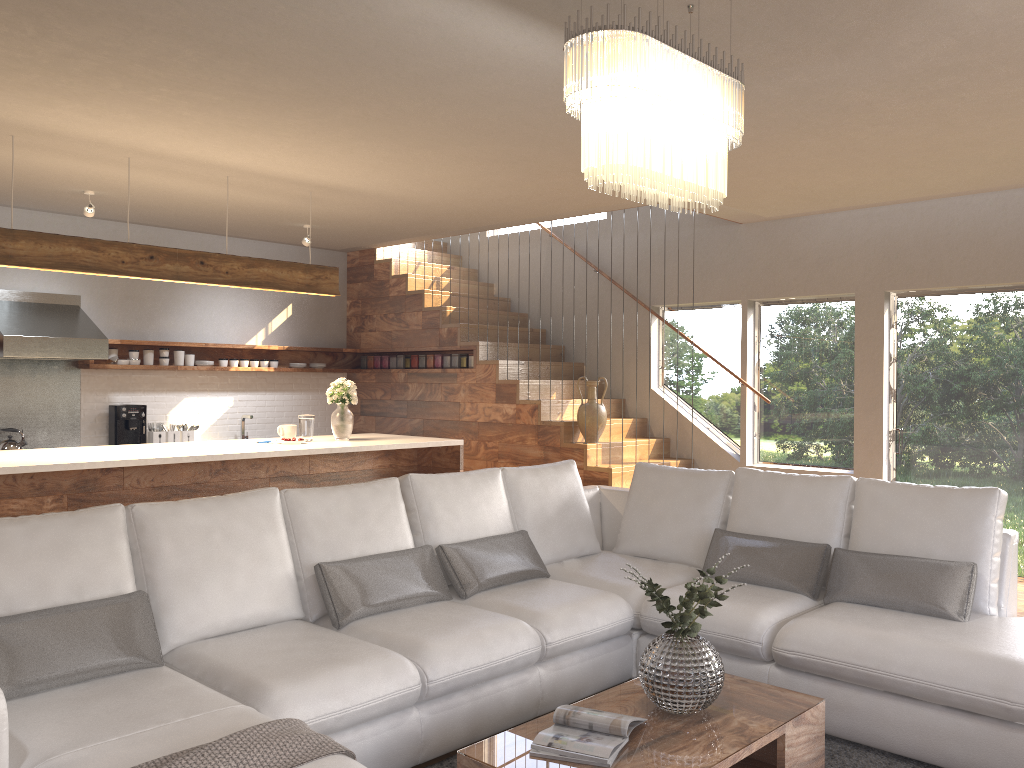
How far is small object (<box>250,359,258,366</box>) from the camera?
8.7 meters

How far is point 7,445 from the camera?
7.0 meters

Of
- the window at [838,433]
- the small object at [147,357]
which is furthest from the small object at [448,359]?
the small object at [147,357]

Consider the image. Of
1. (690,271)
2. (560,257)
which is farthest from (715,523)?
(560,257)

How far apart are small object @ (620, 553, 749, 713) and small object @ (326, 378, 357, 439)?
3.6m

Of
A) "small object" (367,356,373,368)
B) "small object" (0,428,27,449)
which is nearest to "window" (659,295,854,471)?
"small object" (367,356,373,368)

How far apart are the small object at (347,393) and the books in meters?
3.8

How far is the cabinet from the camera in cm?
482

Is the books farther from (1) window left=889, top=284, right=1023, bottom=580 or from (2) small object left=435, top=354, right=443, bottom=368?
(2) small object left=435, top=354, right=443, bottom=368

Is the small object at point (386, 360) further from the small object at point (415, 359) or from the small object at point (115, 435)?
the small object at point (115, 435)
